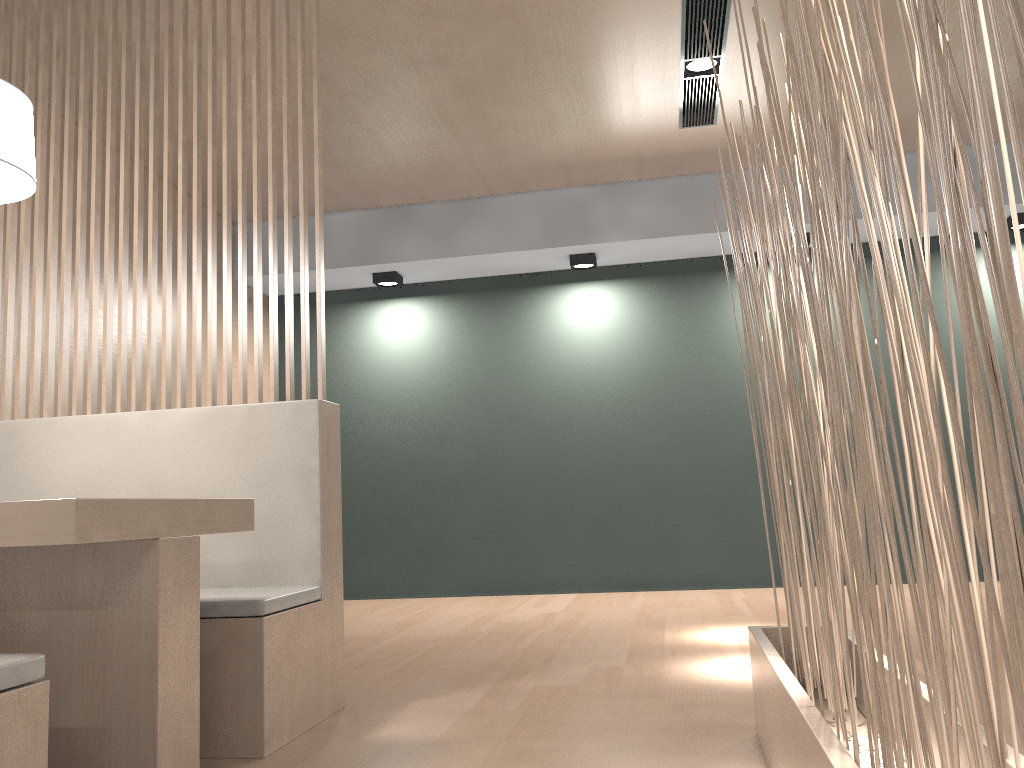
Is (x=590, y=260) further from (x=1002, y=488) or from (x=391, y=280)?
(x=1002, y=488)

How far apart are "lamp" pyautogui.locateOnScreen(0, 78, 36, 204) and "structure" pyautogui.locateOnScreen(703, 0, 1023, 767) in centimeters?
102cm

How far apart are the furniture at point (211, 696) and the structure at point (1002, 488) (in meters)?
0.74

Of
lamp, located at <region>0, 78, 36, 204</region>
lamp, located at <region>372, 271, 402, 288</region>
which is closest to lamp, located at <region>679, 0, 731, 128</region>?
lamp, located at <region>372, 271, 402, 288</region>

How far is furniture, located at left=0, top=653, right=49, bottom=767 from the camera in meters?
0.8 m

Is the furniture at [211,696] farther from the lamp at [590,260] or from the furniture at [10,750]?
the lamp at [590,260]

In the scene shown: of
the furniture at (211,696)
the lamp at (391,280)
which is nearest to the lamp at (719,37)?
the furniture at (211,696)

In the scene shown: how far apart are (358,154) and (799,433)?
2.2m

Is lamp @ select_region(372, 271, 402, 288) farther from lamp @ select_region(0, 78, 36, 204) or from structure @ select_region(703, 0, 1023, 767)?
structure @ select_region(703, 0, 1023, 767)

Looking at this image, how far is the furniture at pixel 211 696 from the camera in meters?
1.4
